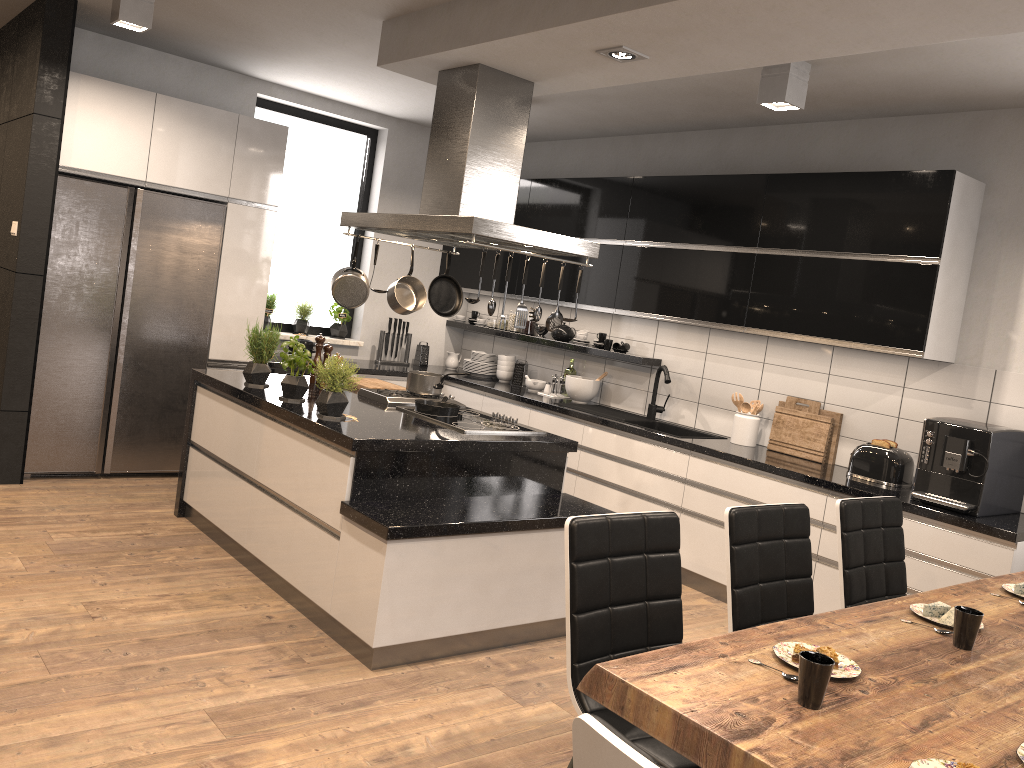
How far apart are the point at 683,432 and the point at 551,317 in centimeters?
191cm

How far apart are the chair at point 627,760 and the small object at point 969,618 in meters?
1.4 m

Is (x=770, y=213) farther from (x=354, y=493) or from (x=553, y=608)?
(x=354, y=493)

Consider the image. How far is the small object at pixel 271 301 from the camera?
6.56m

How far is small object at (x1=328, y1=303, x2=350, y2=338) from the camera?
6.9m

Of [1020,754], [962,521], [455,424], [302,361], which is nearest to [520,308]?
[455,424]

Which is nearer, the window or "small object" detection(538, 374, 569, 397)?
"small object" detection(538, 374, 569, 397)

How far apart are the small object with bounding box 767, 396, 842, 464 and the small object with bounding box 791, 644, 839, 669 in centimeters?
315cm

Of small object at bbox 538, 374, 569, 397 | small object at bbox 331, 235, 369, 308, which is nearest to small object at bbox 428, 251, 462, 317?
small object at bbox 331, 235, 369, 308

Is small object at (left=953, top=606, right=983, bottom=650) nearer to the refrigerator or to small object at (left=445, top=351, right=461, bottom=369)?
the refrigerator
